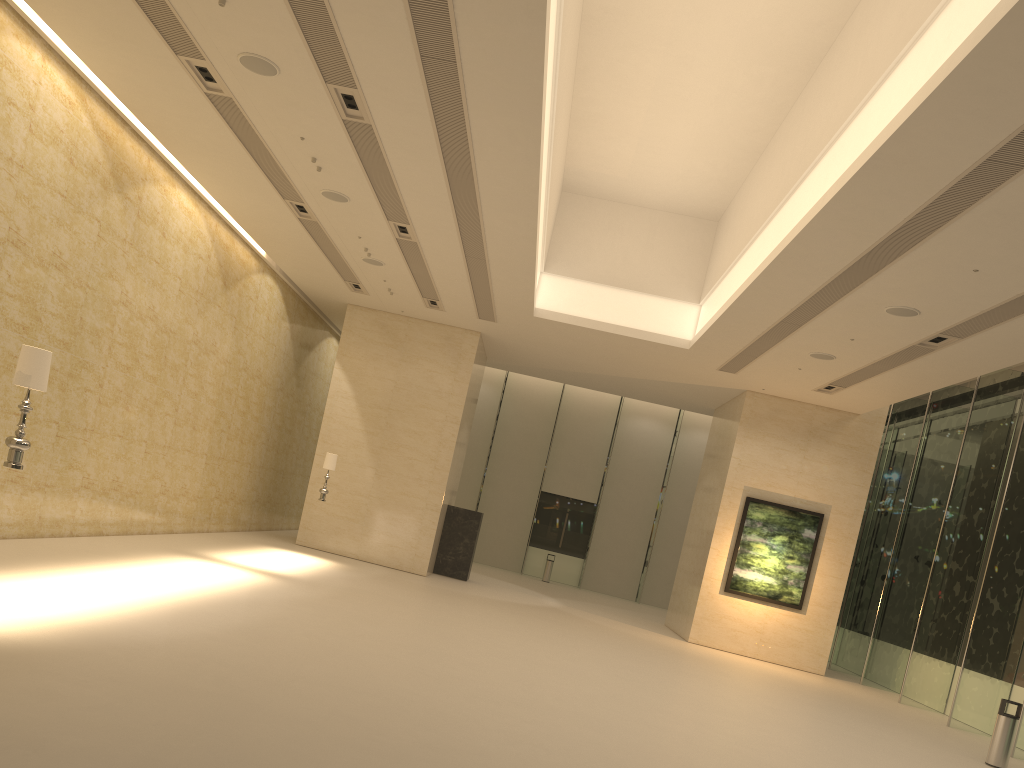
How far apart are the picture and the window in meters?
1.9 m

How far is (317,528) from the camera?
20.36m

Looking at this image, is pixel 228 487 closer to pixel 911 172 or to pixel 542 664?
pixel 542 664

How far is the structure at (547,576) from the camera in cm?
2919

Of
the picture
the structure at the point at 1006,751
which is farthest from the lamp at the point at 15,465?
the picture

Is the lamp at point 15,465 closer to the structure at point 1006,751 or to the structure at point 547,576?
the structure at point 1006,751

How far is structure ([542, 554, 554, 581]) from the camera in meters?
29.2 m

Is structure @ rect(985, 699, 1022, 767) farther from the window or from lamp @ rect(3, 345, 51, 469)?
lamp @ rect(3, 345, 51, 469)

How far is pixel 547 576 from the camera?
29.19m

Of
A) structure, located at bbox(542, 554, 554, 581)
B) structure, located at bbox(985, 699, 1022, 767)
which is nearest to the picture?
structure, located at bbox(985, 699, 1022, 767)
